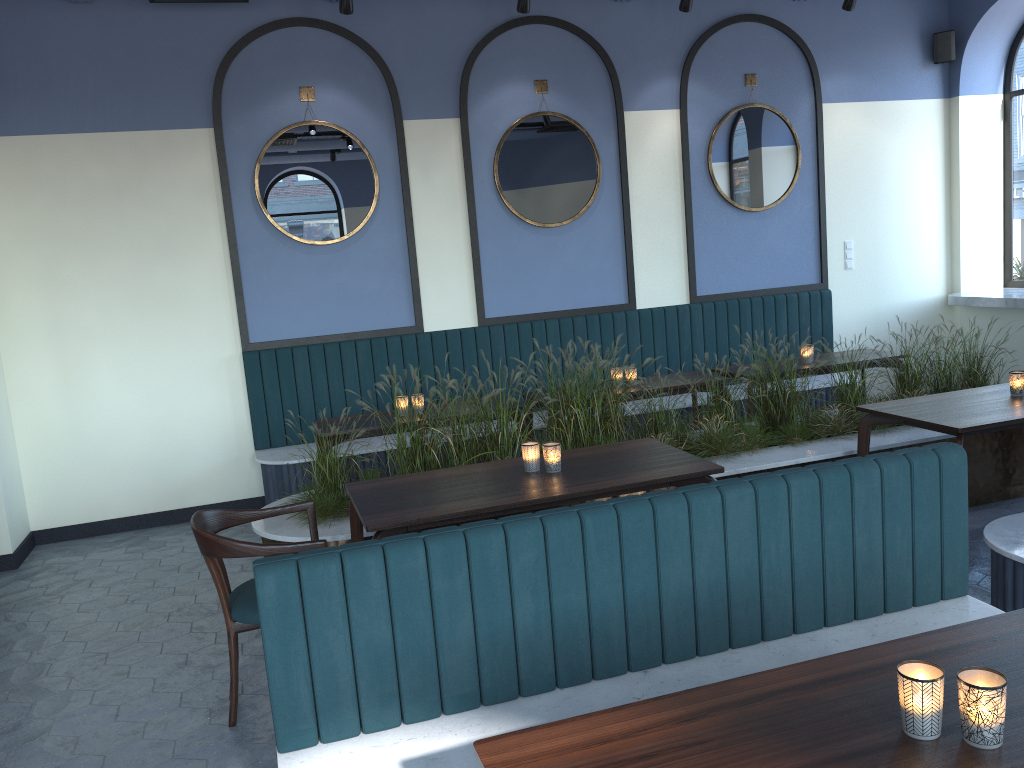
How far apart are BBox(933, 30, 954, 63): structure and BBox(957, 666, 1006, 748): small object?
7.3m

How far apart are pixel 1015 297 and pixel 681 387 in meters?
3.2 m

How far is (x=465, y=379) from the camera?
6.6 meters

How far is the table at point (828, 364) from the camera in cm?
611

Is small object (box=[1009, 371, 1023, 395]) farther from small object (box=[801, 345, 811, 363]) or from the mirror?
the mirror

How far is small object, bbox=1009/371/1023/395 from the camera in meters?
4.4 m

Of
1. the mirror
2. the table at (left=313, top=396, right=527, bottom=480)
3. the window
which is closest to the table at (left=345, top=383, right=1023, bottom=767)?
the table at (left=313, top=396, right=527, bottom=480)

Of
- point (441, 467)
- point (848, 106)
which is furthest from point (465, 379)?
point (848, 106)

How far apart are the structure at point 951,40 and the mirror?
1.5 meters

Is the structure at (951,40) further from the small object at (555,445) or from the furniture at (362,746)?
the small object at (555,445)
